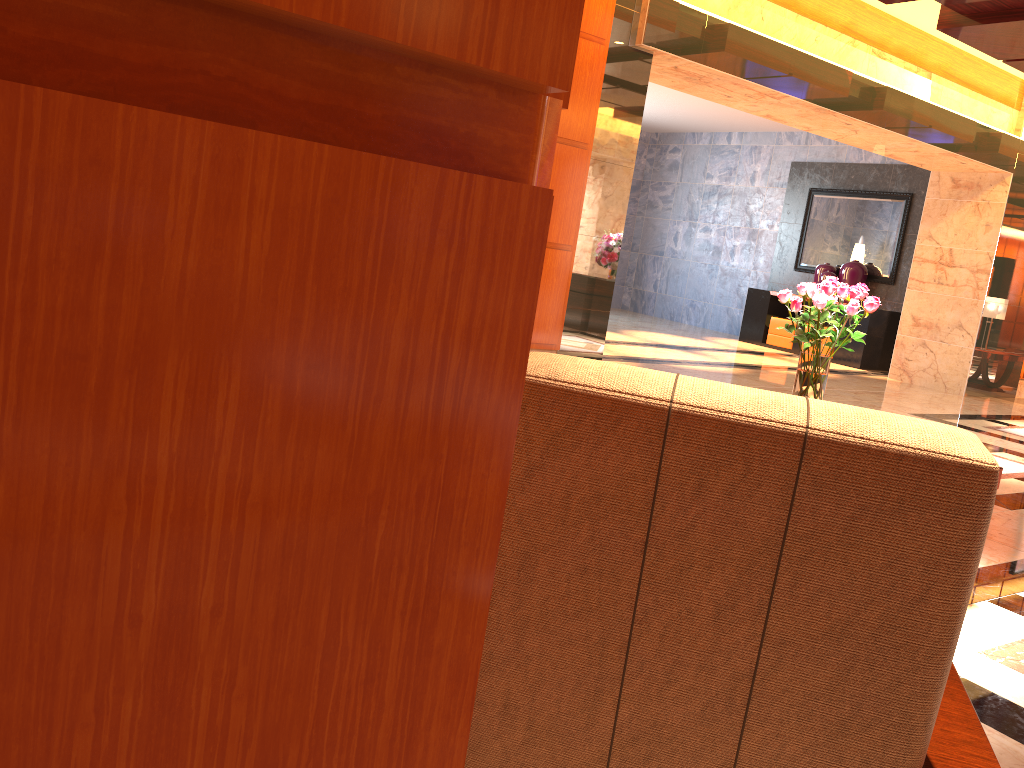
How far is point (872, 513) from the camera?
0.9m

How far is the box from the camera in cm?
1341

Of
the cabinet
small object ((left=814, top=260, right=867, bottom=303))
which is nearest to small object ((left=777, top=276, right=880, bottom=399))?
the cabinet

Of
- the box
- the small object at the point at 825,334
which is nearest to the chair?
the small object at the point at 825,334

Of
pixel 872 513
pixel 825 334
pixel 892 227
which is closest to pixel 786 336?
pixel 892 227

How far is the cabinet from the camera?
12.4m

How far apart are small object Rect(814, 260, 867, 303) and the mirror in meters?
0.2 m

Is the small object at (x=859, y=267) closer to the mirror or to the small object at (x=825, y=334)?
the mirror

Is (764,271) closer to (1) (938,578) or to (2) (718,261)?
(2) (718,261)

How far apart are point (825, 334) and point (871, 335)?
9.9m
